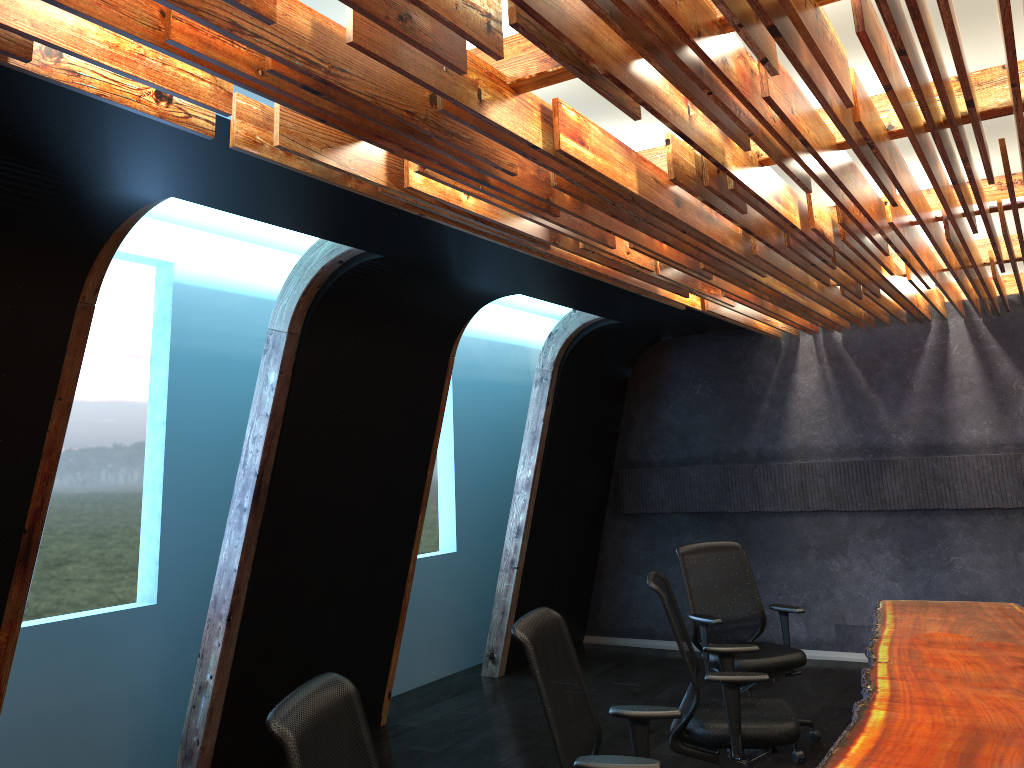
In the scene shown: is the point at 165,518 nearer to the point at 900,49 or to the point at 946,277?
the point at 900,49

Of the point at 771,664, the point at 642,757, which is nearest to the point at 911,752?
the point at 642,757

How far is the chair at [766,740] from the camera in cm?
428

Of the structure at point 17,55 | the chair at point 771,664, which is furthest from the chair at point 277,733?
the chair at point 771,664

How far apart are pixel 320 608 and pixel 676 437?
4.5m

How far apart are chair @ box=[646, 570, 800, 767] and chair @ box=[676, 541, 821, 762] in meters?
0.8

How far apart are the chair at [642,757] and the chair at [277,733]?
→ 0.78m

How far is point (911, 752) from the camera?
3.1m

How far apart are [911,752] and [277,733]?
2.2 meters

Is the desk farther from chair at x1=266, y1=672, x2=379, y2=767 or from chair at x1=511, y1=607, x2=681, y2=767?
chair at x1=266, y1=672, x2=379, y2=767
